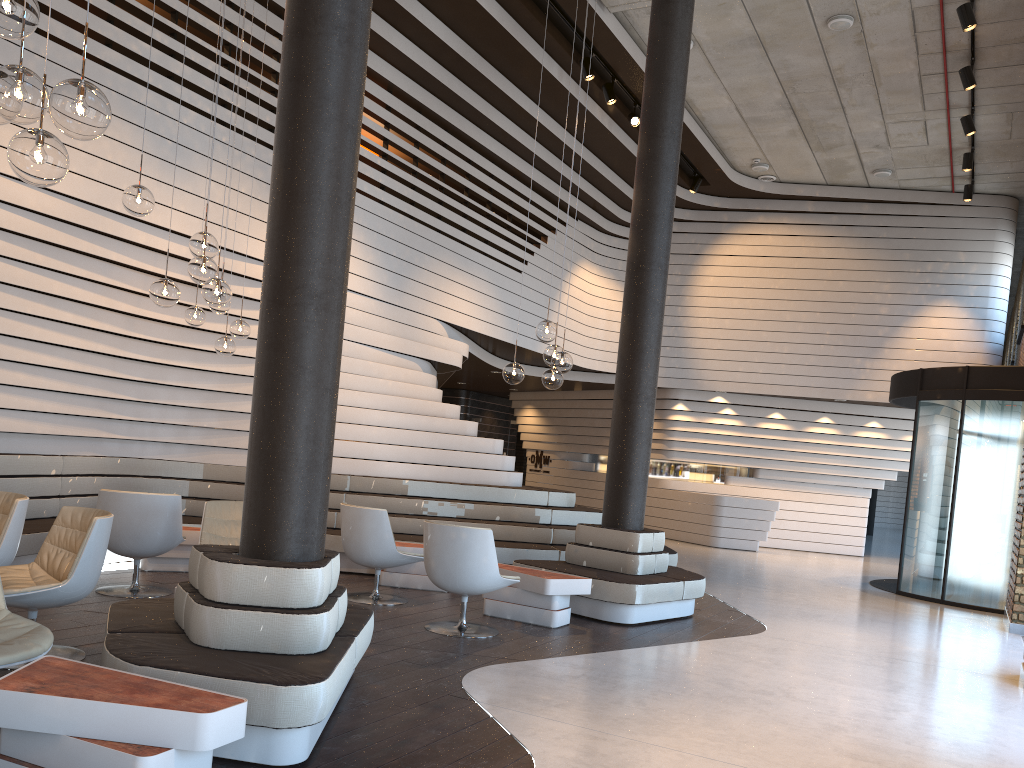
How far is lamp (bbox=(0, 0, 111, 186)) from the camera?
2.6m

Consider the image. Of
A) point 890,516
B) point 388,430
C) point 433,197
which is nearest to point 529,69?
point 433,197

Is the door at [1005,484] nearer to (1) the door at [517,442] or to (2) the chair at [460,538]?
(2) the chair at [460,538]

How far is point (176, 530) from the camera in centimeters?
639cm

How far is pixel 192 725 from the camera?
2.68m

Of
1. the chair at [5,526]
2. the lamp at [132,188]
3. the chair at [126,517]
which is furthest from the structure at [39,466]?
the lamp at [132,188]

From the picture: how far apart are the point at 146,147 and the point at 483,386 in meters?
12.5

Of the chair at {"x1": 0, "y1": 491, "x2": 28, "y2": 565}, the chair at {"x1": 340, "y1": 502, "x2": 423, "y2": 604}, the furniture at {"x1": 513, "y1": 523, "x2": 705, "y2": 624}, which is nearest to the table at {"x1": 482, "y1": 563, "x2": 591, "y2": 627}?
the furniture at {"x1": 513, "y1": 523, "x2": 705, "y2": 624}

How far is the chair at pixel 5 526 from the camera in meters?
4.9

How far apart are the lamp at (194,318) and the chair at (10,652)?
3.88m
